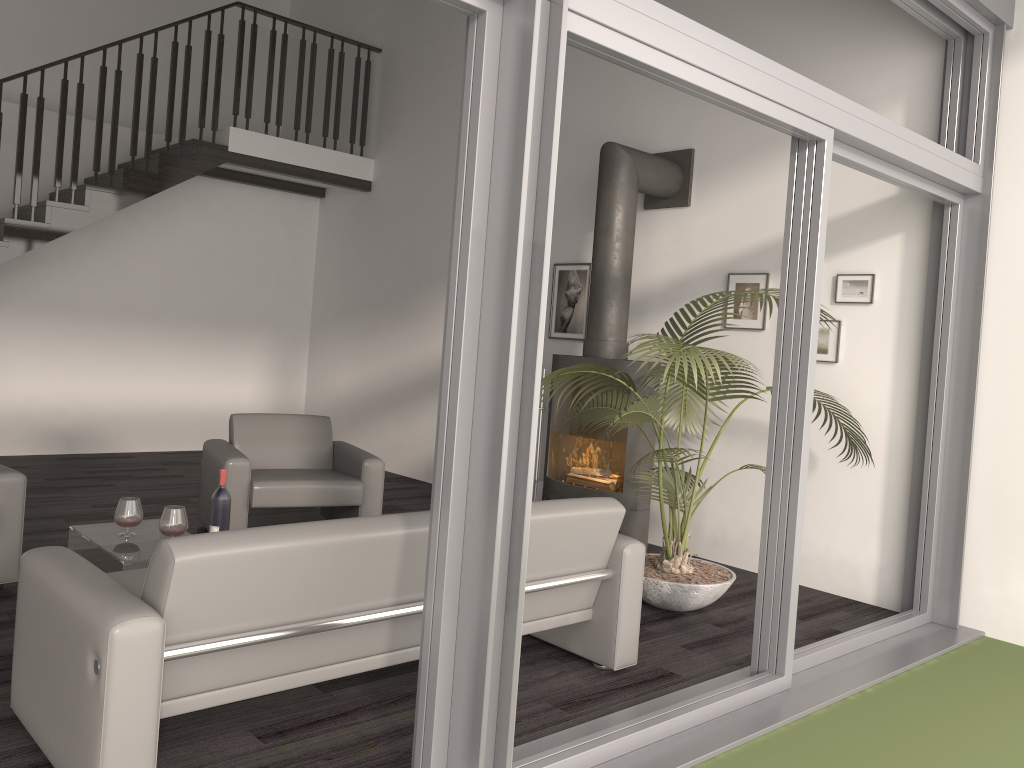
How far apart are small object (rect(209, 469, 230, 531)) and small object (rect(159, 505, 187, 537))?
0.27m

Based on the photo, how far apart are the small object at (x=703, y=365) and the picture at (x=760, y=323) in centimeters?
40cm

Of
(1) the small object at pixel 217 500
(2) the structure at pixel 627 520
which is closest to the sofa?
(1) the small object at pixel 217 500

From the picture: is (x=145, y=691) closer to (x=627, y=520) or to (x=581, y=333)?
(x=627, y=520)

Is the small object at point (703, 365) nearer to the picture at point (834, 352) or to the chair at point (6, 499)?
the picture at point (834, 352)

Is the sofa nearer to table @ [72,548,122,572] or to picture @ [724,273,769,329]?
table @ [72,548,122,572]

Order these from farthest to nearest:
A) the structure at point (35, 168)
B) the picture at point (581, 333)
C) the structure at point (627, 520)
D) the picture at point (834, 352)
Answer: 1. the structure at point (35, 168)
2. the picture at point (581, 333)
3. the structure at point (627, 520)
4. the picture at point (834, 352)

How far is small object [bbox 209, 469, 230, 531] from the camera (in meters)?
4.01

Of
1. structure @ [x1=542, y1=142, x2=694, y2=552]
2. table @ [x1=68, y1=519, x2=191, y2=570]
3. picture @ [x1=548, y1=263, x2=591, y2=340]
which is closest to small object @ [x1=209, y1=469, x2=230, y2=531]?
table @ [x1=68, y1=519, x2=191, y2=570]

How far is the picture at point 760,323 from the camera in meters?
5.5
